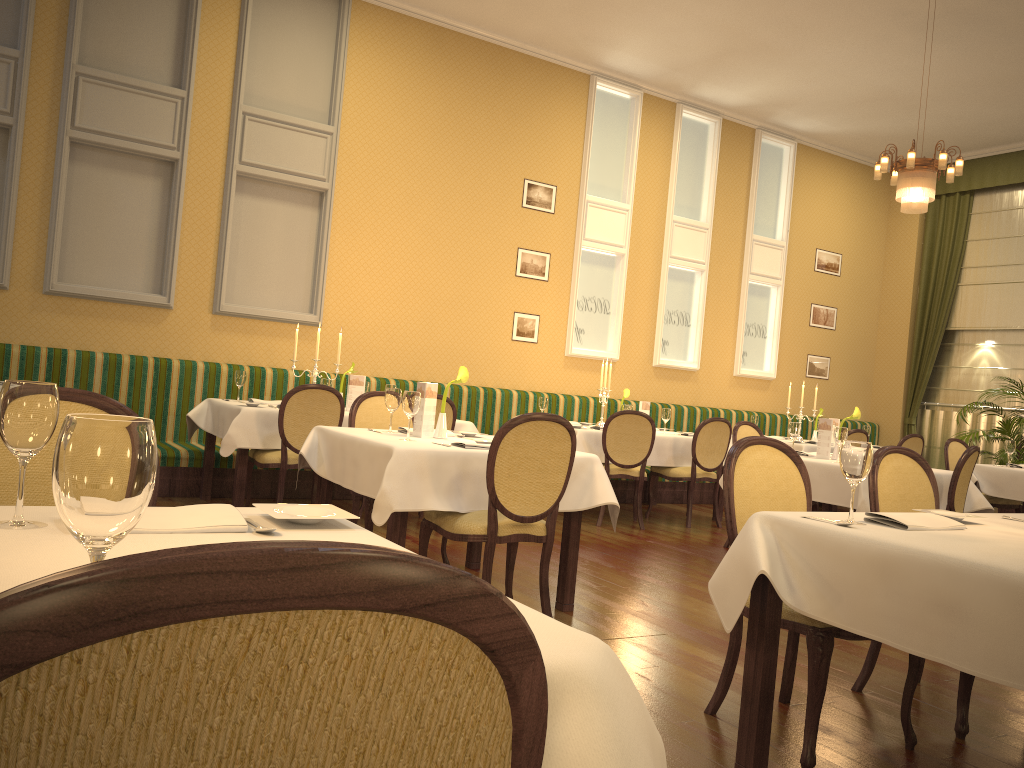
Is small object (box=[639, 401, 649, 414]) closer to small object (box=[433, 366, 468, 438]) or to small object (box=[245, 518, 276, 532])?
small object (box=[433, 366, 468, 438])

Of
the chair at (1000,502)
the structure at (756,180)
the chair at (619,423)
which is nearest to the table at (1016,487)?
the chair at (1000,502)

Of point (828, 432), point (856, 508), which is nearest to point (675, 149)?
point (828, 432)

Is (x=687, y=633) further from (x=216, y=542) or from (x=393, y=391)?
(x=216, y=542)

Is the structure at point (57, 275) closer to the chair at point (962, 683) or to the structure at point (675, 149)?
the structure at point (675, 149)

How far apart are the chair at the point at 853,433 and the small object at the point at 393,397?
5.5 meters

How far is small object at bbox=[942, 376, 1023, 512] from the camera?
9.5 meters

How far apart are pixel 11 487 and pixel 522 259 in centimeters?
740cm

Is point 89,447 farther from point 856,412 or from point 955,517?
point 856,412

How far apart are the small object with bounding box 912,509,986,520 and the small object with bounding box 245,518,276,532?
2.1 meters
